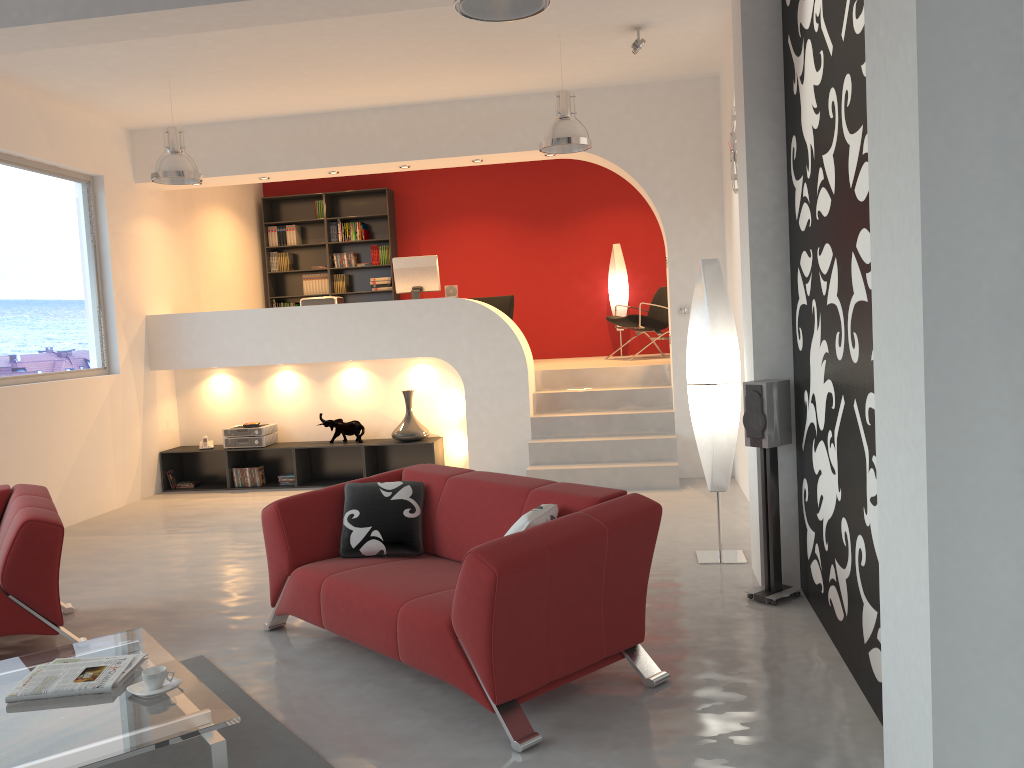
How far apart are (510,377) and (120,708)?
5.5m

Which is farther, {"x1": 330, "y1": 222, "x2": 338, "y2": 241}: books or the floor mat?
{"x1": 330, "y1": 222, "x2": 338, "y2": 241}: books

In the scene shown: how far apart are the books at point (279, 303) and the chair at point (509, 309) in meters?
2.8 m

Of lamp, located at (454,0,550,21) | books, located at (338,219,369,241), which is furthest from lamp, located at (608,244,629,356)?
lamp, located at (454,0,550,21)

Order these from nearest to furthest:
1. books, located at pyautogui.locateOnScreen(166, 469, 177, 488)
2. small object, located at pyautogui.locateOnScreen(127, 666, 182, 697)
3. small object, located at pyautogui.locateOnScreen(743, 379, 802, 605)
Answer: small object, located at pyautogui.locateOnScreen(127, 666, 182, 697), small object, located at pyautogui.locateOnScreen(743, 379, 802, 605), books, located at pyautogui.locateOnScreen(166, 469, 177, 488)

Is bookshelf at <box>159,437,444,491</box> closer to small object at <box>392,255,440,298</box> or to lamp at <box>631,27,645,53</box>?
small object at <box>392,255,440,298</box>

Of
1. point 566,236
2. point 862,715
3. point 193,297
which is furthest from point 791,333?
point 193,297

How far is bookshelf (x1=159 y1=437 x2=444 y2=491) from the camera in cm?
855

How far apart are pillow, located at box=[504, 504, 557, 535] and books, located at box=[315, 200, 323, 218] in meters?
8.3

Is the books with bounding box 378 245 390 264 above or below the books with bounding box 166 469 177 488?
above
